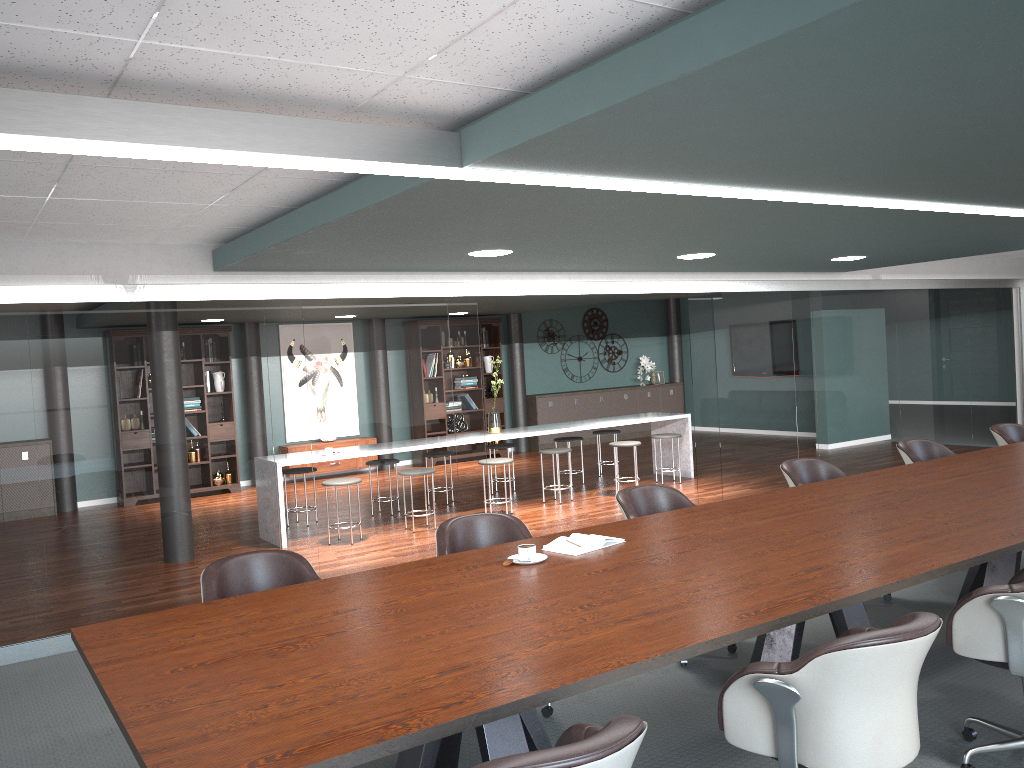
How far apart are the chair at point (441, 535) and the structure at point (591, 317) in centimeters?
988cm

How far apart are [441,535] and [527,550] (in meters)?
0.67

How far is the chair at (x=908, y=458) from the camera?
5.5 meters

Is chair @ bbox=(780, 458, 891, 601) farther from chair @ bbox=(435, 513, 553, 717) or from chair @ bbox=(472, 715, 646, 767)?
chair @ bbox=(472, 715, 646, 767)

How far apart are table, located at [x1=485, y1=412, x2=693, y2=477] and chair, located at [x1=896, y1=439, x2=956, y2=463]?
3.6 meters

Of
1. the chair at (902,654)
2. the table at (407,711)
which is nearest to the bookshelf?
the table at (407,711)

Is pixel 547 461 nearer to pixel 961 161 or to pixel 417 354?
pixel 417 354

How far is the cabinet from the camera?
13.16m

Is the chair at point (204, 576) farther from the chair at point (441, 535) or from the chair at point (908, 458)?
the chair at point (908, 458)

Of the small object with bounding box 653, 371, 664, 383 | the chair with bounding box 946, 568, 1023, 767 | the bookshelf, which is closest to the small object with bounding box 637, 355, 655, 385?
the small object with bounding box 653, 371, 664, 383
